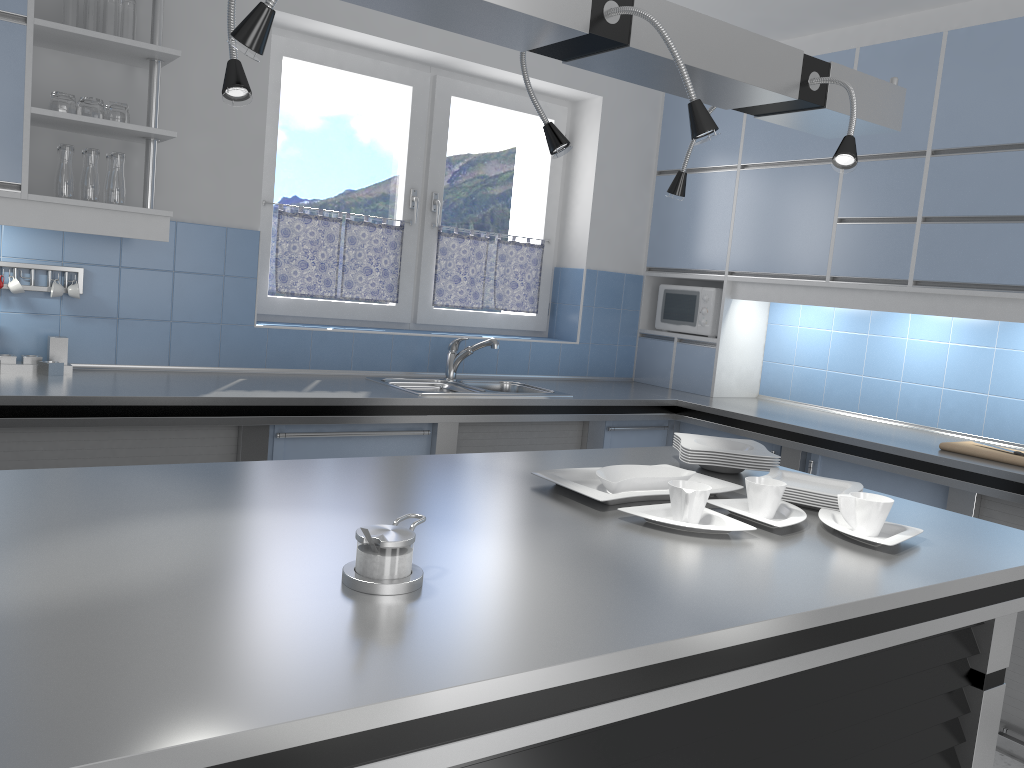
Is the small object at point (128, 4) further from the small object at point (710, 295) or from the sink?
the small object at point (710, 295)

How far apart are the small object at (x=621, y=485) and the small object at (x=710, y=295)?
2.5 meters

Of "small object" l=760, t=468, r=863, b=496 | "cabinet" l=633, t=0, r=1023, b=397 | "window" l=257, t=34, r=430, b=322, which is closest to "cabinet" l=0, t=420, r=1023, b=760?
"cabinet" l=633, t=0, r=1023, b=397

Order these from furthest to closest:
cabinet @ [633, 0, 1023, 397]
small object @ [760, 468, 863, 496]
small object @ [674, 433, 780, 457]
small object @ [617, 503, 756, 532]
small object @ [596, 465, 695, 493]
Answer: cabinet @ [633, 0, 1023, 397]
small object @ [674, 433, 780, 457]
small object @ [760, 468, 863, 496]
small object @ [596, 465, 695, 493]
small object @ [617, 503, 756, 532]

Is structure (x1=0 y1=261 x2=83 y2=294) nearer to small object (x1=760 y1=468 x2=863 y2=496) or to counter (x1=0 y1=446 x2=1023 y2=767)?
counter (x1=0 y1=446 x2=1023 y2=767)

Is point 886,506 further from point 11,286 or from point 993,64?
point 11,286

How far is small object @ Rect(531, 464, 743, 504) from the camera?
1.97m

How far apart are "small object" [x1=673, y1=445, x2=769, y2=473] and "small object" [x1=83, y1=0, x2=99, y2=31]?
2.5 meters

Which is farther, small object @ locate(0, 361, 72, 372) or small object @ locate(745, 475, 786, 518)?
small object @ locate(0, 361, 72, 372)

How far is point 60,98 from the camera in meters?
3.0
